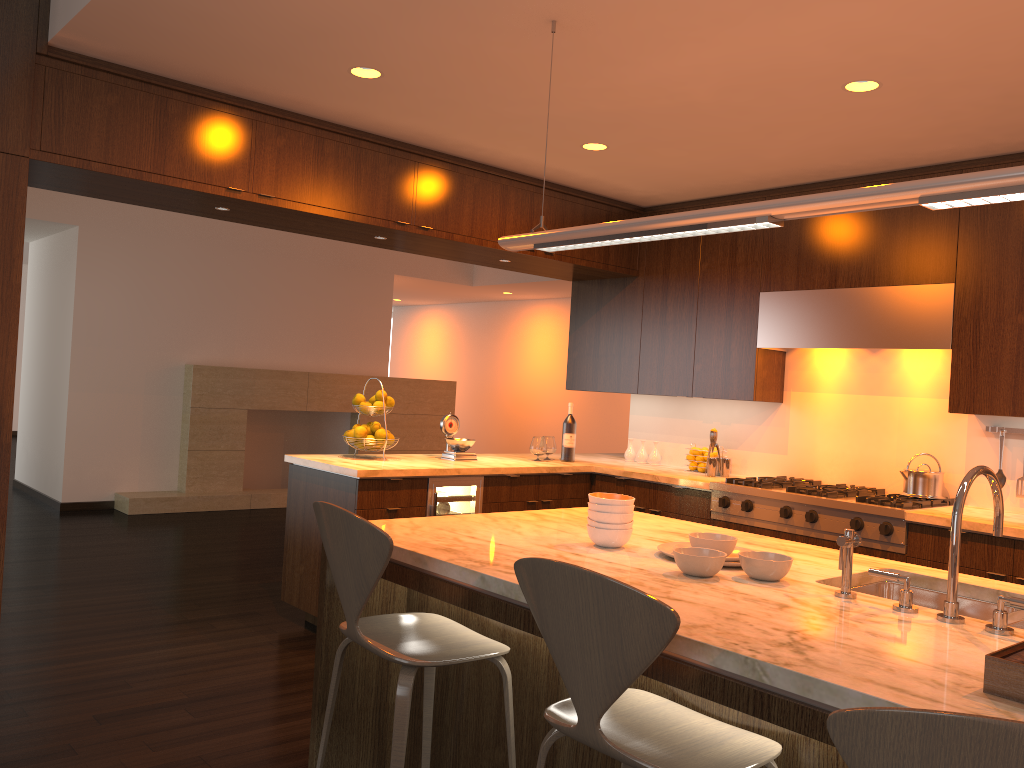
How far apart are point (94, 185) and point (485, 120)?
1.75m

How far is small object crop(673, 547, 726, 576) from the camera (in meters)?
2.22

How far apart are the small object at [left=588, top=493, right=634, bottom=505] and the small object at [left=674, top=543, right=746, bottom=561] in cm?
32

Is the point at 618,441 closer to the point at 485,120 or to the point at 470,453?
the point at 470,453

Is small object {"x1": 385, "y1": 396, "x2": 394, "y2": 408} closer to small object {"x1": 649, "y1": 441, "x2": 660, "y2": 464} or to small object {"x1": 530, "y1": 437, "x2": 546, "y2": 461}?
small object {"x1": 530, "y1": 437, "x2": 546, "y2": 461}

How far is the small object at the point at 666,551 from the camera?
2.55m

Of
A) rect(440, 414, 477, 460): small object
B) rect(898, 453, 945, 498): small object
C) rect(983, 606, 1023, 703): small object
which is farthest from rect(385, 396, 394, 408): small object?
rect(983, 606, 1023, 703): small object

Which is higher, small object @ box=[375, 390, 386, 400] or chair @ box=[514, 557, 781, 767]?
small object @ box=[375, 390, 386, 400]

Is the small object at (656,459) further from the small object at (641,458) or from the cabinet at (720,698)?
the cabinet at (720,698)

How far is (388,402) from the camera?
5.0m
